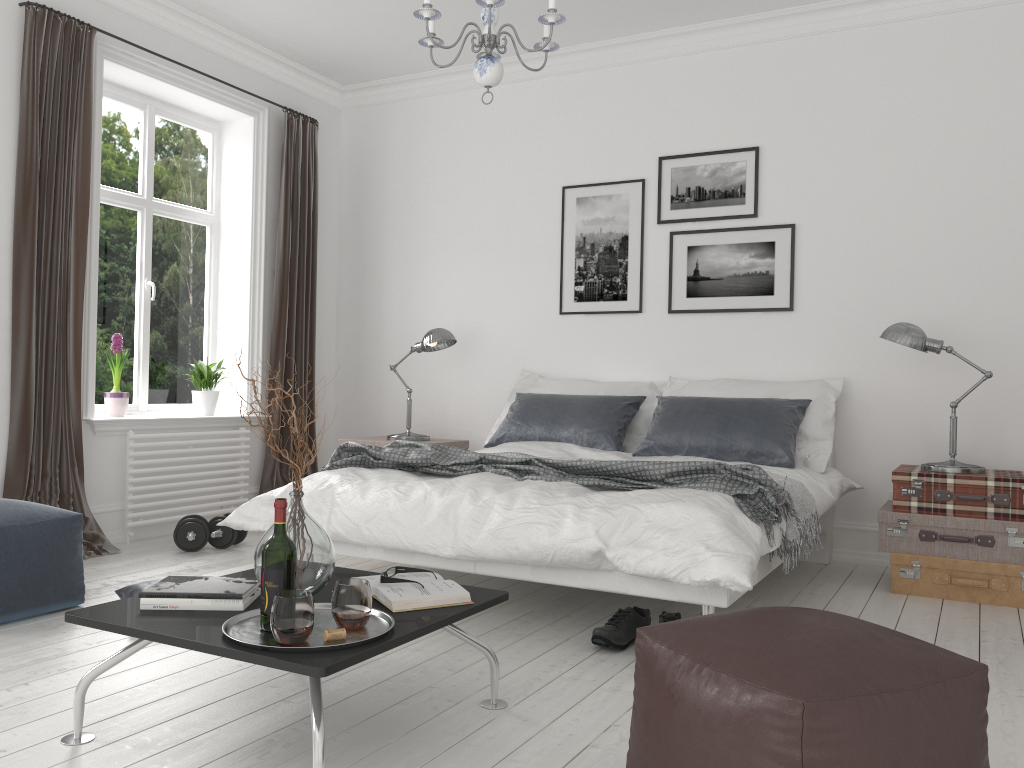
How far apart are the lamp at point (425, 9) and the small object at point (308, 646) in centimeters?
191cm

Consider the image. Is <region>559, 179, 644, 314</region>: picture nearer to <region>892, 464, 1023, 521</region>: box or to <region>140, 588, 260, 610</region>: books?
<region>892, 464, 1023, 521</region>: box

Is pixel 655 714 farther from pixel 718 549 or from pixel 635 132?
pixel 635 132

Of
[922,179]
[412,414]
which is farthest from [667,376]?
[412,414]

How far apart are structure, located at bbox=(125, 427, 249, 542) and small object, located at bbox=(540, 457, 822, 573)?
3.3m

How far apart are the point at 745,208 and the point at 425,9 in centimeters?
263cm

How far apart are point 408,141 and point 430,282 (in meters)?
1.01

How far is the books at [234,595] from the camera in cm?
223

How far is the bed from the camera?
2.8 meters

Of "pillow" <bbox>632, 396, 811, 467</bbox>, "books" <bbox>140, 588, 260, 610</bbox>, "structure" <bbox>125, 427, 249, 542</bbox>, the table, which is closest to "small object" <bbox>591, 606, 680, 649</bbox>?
the table
